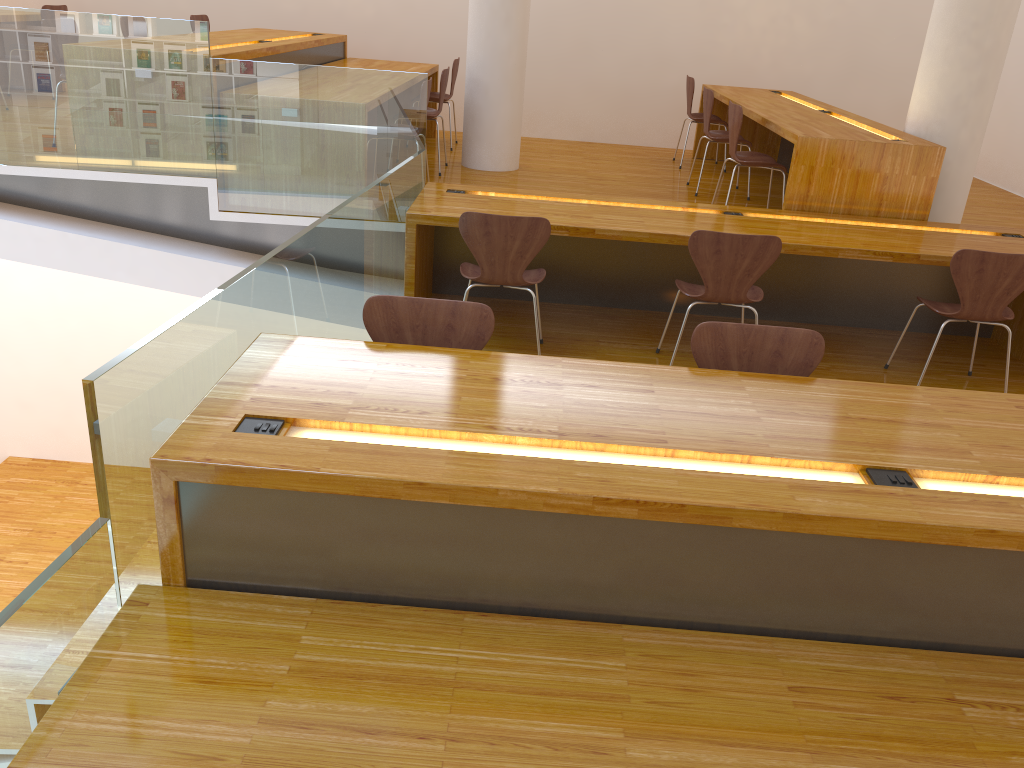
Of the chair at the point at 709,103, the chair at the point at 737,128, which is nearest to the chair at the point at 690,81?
the chair at the point at 709,103

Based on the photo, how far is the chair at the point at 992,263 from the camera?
3.7m

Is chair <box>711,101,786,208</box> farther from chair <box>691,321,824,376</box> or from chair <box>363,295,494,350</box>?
chair <box>363,295,494,350</box>

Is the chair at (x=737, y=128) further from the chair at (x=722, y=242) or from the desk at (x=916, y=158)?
the chair at (x=722, y=242)

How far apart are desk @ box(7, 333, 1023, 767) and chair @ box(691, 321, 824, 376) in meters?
0.2 m

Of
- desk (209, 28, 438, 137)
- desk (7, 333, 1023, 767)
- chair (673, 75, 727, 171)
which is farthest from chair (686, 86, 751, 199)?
desk (7, 333, 1023, 767)

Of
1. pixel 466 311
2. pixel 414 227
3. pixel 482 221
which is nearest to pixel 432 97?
pixel 414 227

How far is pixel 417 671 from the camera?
1.75m

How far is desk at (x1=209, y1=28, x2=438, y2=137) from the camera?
5.1m

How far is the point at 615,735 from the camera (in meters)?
1.63
